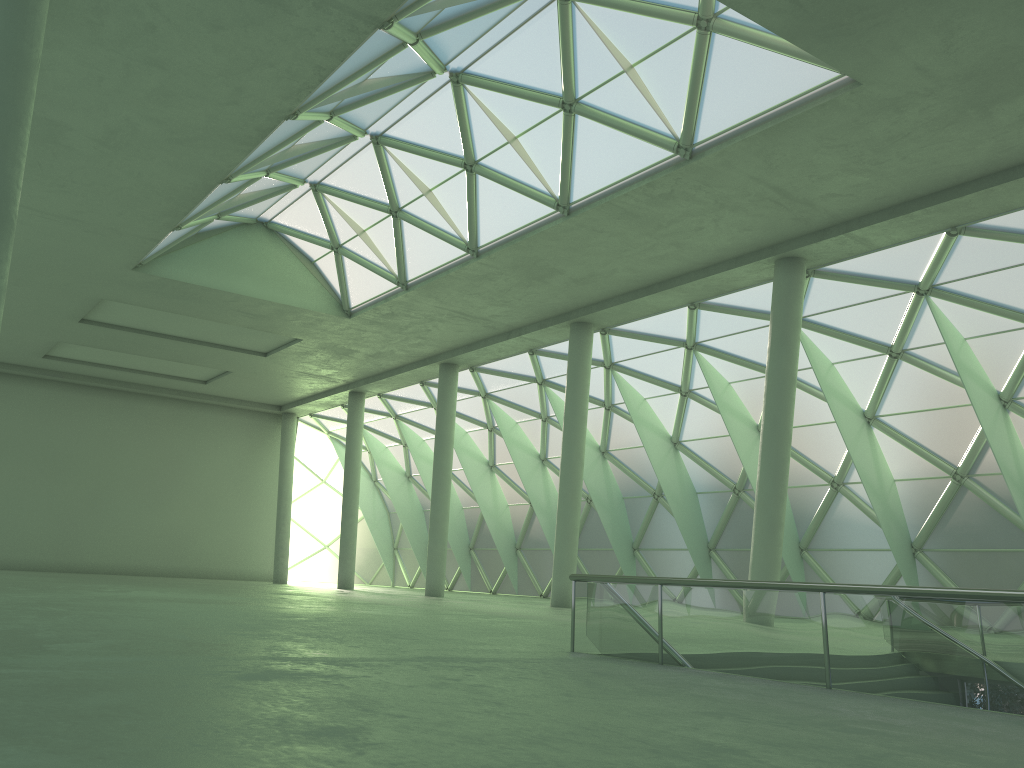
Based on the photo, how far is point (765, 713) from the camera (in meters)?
7.04

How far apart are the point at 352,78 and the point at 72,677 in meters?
19.4
